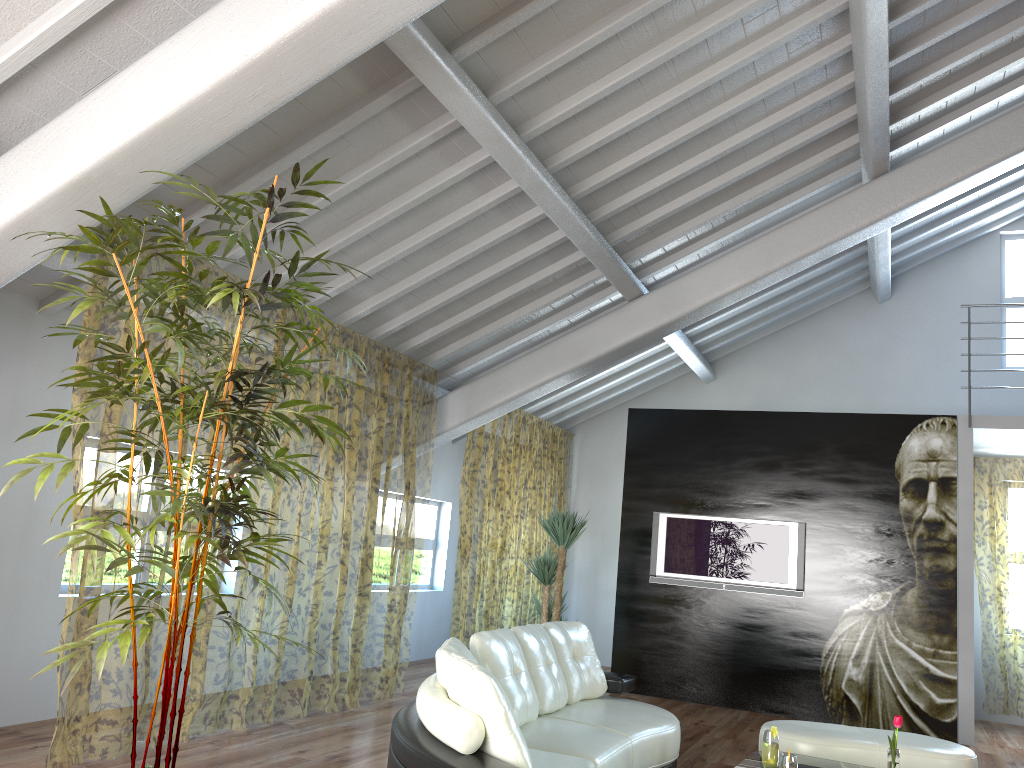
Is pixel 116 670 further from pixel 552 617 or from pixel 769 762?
pixel 769 762

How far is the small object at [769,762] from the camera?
4.0 meters

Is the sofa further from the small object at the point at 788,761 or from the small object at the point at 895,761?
the small object at the point at 895,761

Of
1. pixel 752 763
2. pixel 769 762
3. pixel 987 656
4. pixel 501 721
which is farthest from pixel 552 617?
pixel 987 656

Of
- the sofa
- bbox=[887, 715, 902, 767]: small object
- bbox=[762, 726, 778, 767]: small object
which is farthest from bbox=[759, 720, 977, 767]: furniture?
bbox=[887, 715, 902, 767]: small object

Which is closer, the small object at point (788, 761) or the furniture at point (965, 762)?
the small object at point (788, 761)

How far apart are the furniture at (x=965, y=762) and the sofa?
0.58m

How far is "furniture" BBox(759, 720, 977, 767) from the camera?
4.6 meters

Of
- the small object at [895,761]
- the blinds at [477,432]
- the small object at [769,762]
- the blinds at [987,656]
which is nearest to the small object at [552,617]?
the blinds at [477,432]

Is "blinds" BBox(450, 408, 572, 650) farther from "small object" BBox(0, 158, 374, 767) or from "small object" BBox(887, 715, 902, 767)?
"small object" BBox(887, 715, 902, 767)
